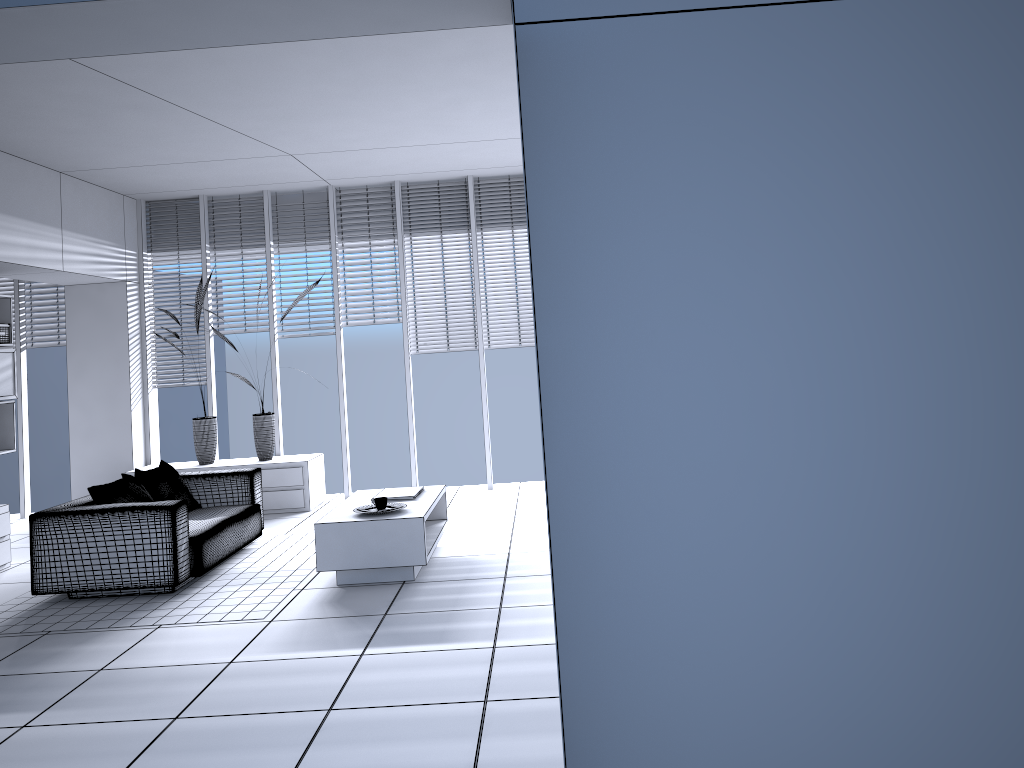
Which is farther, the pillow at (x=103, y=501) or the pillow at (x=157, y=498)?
the pillow at (x=157, y=498)

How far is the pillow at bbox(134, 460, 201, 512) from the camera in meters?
6.2 m

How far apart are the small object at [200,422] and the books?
2.86m

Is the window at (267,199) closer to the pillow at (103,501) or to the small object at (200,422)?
the small object at (200,422)

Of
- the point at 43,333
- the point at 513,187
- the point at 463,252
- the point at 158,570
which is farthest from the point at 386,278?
the point at 158,570

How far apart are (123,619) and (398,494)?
1.9m

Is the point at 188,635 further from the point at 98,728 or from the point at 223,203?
the point at 223,203

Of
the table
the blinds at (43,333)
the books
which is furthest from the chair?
the blinds at (43,333)

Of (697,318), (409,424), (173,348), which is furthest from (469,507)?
Answer: (697,318)

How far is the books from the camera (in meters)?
6.03
